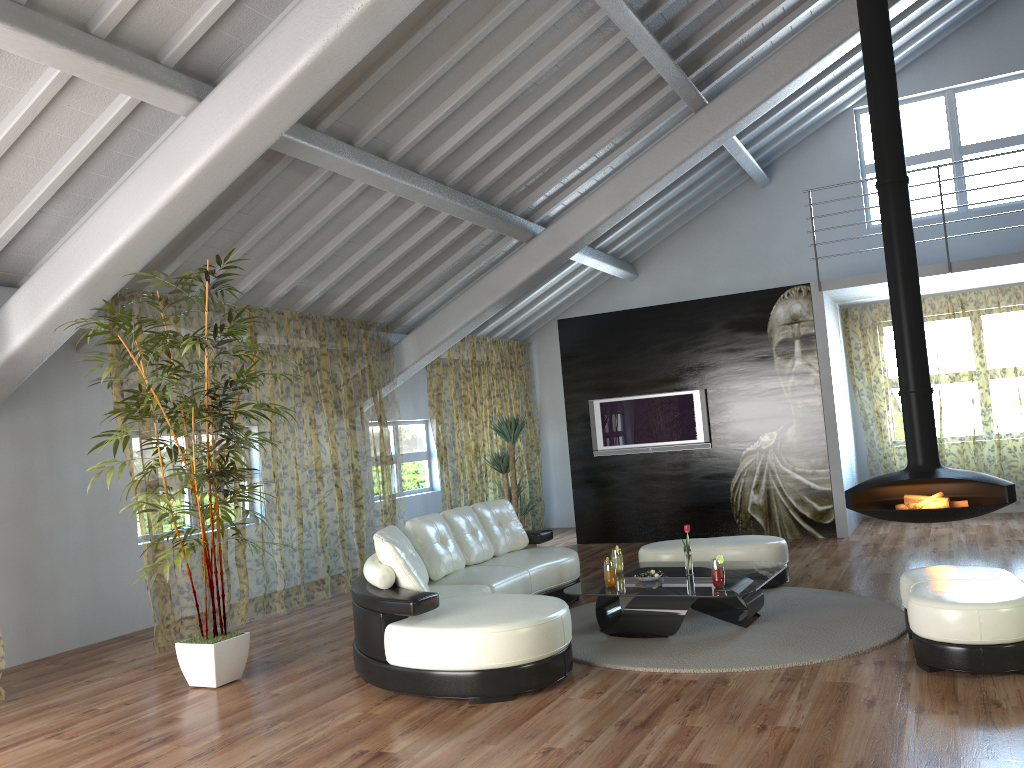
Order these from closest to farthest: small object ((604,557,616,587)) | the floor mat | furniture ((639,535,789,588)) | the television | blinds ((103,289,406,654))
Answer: the floor mat → small object ((604,557,616,587)) → furniture ((639,535,789,588)) → the television → blinds ((103,289,406,654))

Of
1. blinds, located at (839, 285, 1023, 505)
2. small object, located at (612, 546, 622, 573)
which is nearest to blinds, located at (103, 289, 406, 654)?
small object, located at (612, 546, 622, 573)

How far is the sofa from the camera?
4.37m

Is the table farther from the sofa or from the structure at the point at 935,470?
the structure at the point at 935,470

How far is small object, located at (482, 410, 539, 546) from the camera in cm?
906

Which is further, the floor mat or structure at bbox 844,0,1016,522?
structure at bbox 844,0,1016,522

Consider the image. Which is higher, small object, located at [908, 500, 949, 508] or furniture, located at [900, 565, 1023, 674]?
small object, located at [908, 500, 949, 508]

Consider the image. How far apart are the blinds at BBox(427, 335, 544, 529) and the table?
3.9 meters

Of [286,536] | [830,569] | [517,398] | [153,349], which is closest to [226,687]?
[153,349]

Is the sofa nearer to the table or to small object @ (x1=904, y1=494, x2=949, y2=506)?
the table
